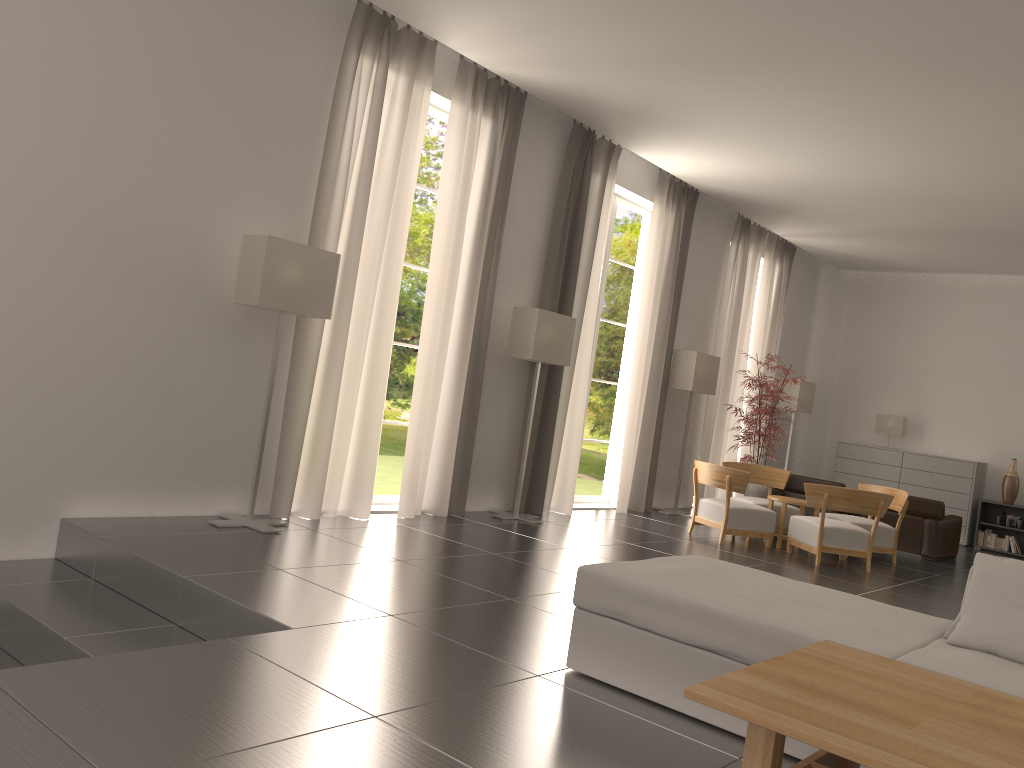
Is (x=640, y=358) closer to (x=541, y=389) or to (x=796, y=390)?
(x=541, y=389)

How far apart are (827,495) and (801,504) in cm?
129

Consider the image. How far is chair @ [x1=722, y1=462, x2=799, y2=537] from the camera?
15.6 meters

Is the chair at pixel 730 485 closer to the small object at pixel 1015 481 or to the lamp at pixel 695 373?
the lamp at pixel 695 373

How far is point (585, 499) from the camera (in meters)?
16.62

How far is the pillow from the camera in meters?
5.4 m

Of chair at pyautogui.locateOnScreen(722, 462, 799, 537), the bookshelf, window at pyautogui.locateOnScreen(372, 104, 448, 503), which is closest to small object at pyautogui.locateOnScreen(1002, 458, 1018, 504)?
the bookshelf

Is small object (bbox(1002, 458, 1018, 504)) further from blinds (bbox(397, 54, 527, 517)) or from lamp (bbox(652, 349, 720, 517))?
blinds (bbox(397, 54, 527, 517))

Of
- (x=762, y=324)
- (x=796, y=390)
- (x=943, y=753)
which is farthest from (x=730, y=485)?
(x=943, y=753)

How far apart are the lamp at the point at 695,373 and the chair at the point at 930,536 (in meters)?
3.93
